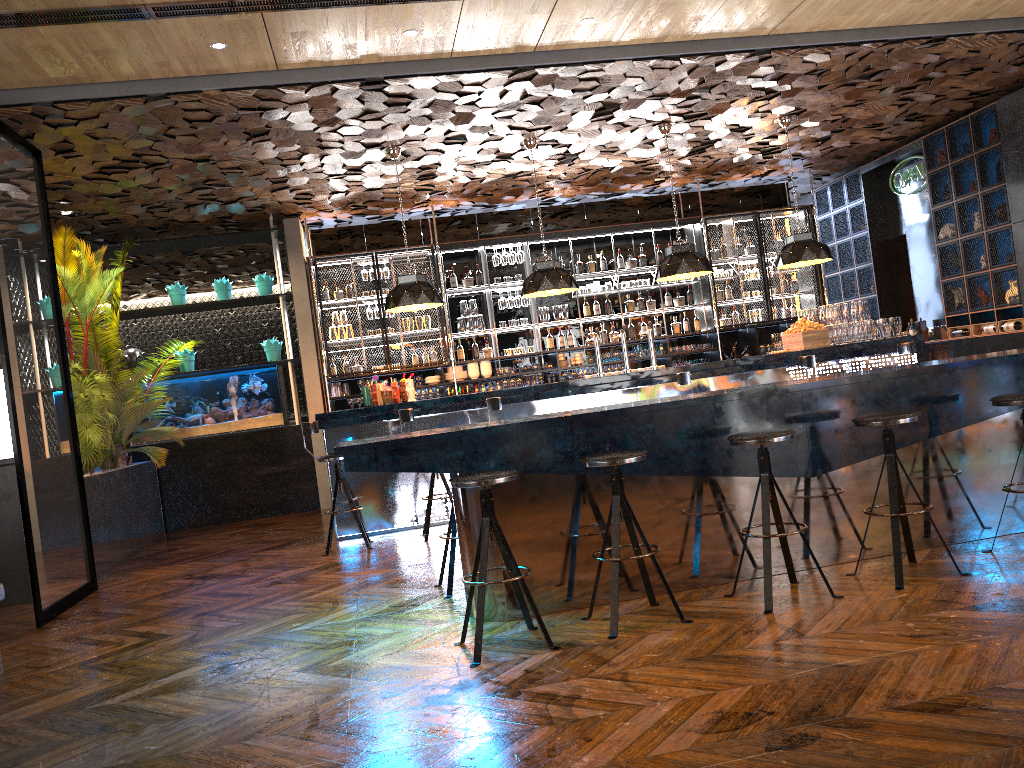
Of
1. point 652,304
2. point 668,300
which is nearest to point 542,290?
point 652,304

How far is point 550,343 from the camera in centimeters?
1156cm

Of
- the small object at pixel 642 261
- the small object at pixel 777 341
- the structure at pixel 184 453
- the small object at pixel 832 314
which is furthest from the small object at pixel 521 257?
the small object at pixel 832 314

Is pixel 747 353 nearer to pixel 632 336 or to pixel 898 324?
pixel 632 336

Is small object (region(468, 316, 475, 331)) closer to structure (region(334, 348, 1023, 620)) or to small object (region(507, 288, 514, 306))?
small object (region(507, 288, 514, 306))

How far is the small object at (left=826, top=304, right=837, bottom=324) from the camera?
9.0 meters

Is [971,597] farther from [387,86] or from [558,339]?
[558,339]

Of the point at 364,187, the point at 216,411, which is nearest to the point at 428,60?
the point at 364,187

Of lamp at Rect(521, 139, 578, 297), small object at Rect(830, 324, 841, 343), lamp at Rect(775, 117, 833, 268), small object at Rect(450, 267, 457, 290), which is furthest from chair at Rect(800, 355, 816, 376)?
small object at Rect(450, 267, 457, 290)

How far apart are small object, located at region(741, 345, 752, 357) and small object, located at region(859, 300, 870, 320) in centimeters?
280cm
